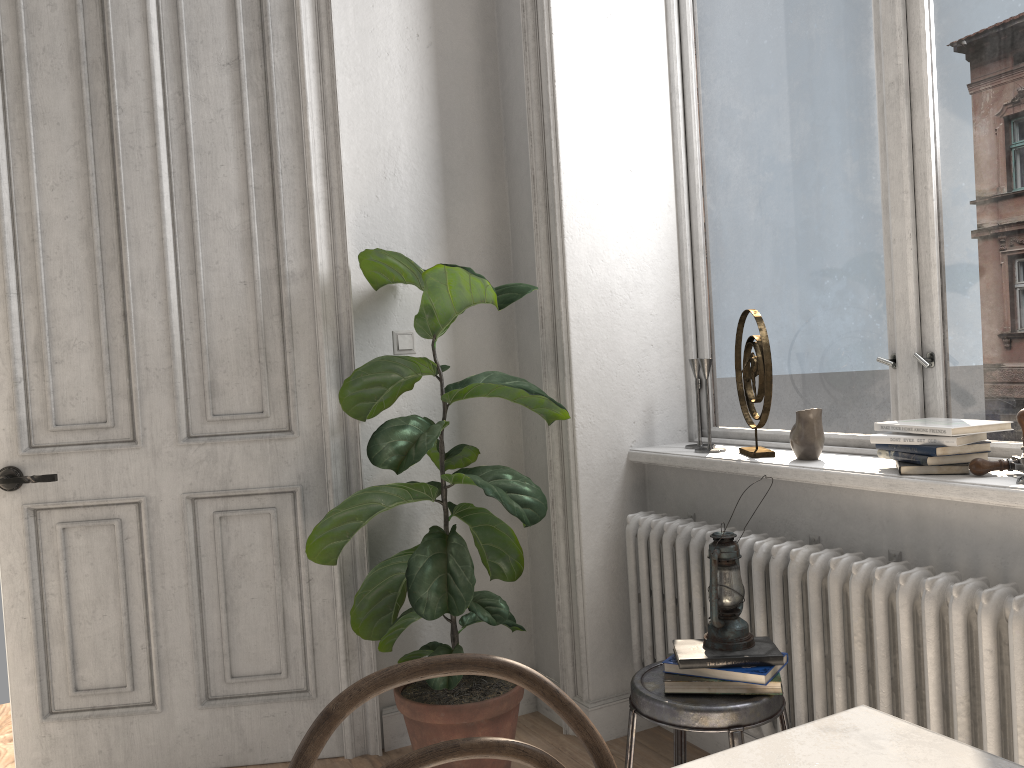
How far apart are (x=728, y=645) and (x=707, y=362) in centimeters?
103cm

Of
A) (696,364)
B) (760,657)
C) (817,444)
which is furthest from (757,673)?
(696,364)

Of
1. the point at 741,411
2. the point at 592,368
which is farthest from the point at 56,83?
the point at 741,411

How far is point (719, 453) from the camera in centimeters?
268cm

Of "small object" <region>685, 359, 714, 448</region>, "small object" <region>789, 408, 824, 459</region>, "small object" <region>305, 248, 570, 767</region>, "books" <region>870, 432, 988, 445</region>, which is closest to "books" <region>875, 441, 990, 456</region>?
"books" <region>870, 432, 988, 445</region>

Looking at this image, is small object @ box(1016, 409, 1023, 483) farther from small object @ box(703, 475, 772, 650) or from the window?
small object @ box(703, 475, 772, 650)

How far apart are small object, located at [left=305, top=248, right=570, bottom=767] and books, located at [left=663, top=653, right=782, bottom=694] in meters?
0.6 m

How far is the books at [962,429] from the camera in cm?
195

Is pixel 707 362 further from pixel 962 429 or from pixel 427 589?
pixel 427 589

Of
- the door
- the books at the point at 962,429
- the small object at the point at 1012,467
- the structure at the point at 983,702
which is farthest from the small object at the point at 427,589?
the small object at the point at 1012,467
